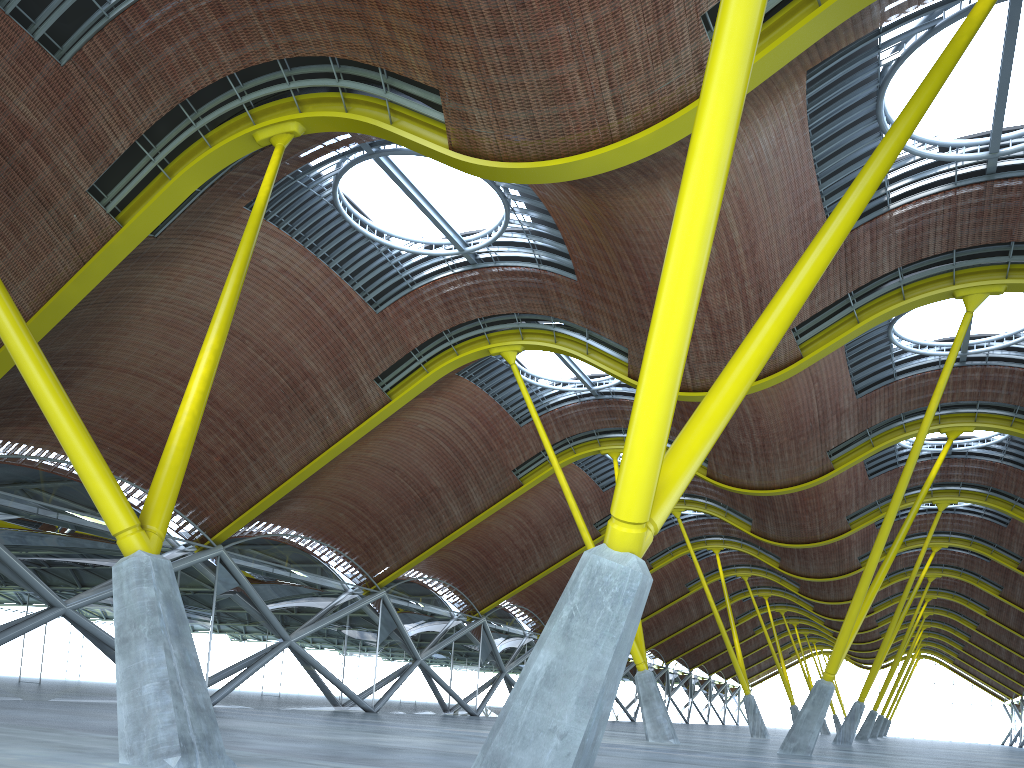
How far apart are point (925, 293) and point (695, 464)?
19.03m

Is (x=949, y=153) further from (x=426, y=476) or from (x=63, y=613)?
(x=63, y=613)
